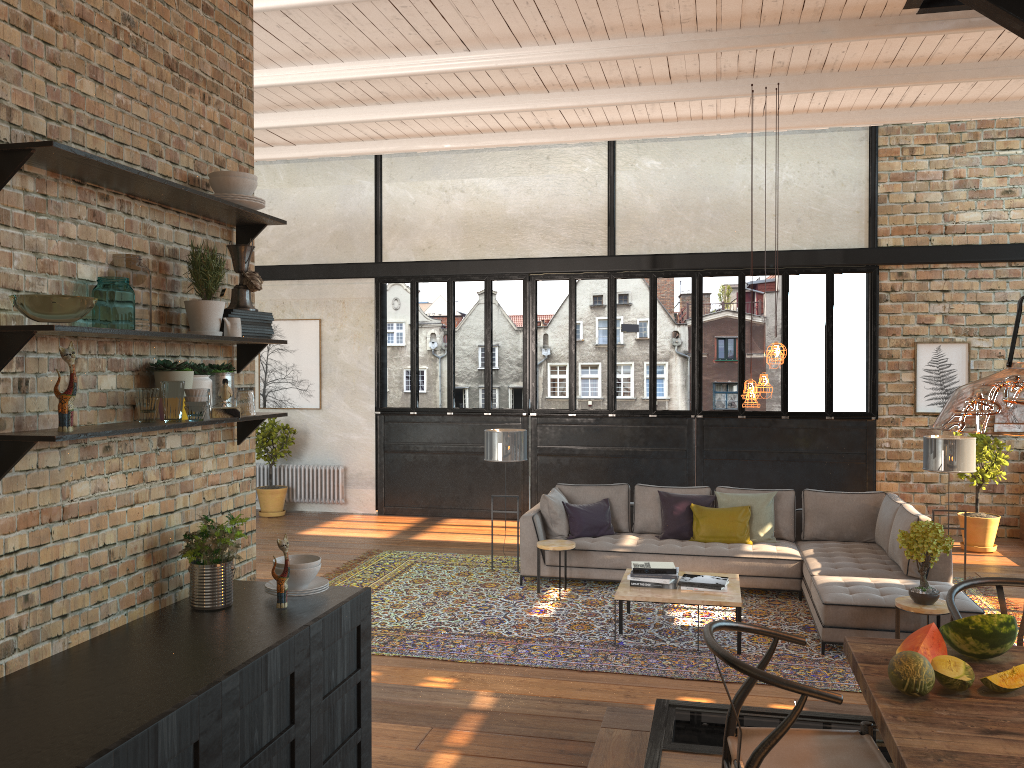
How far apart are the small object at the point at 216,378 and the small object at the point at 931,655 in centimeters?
259cm

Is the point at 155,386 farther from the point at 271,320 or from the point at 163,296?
the point at 271,320

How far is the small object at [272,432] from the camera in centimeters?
1205cm

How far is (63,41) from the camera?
2.71m

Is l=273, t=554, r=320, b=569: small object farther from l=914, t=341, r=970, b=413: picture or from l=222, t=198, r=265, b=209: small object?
l=914, t=341, r=970, b=413: picture

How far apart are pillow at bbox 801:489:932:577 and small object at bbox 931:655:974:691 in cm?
451

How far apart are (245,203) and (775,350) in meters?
4.7

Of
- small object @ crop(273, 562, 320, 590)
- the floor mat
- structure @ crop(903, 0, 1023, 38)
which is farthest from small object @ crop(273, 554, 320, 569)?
structure @ crop(903, 0, 1023, 38)

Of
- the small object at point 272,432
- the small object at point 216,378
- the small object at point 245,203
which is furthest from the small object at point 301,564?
the small object at point 272,432

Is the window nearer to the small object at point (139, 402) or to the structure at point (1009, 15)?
the structure at point (1009, 15)
